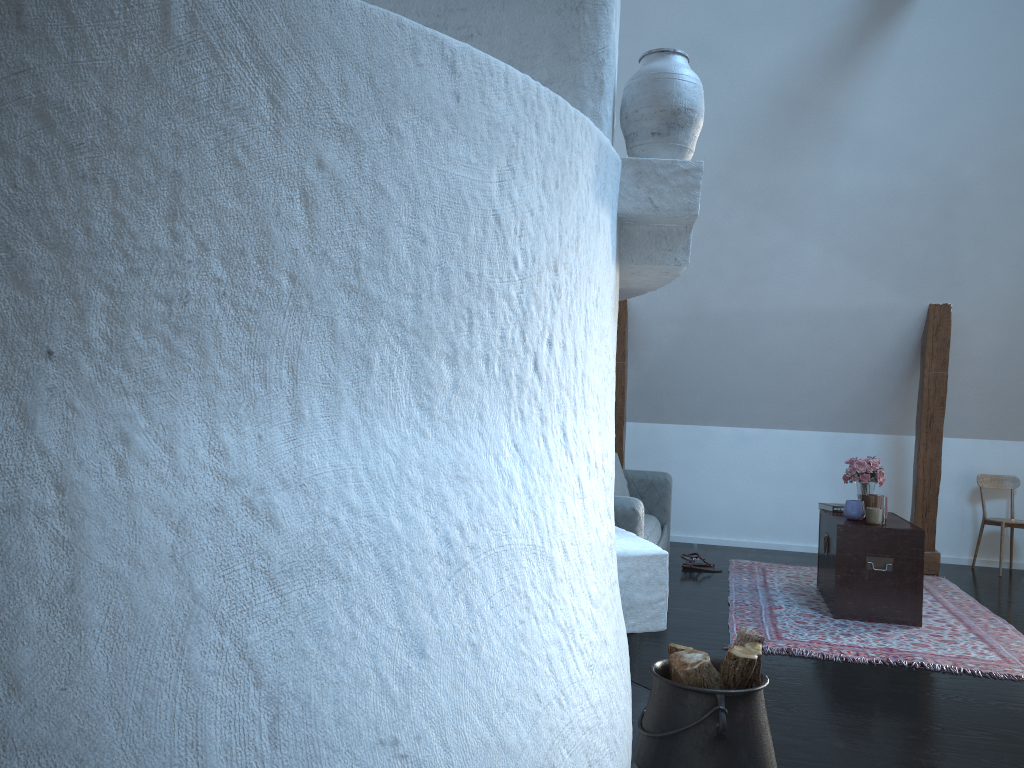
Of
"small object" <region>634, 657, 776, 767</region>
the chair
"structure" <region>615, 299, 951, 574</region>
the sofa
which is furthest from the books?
"small object" <region>634, 657, 776, 767</region>

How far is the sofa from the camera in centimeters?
413cm

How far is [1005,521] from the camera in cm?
628

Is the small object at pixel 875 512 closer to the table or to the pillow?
the table

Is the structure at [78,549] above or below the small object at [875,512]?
above

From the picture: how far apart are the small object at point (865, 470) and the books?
0.1m

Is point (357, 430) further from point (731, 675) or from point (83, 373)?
point (731, 675)

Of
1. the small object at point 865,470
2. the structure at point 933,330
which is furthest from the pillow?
the small object at point 865,470

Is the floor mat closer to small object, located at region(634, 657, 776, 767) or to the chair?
the chair

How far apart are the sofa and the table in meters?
1.0
